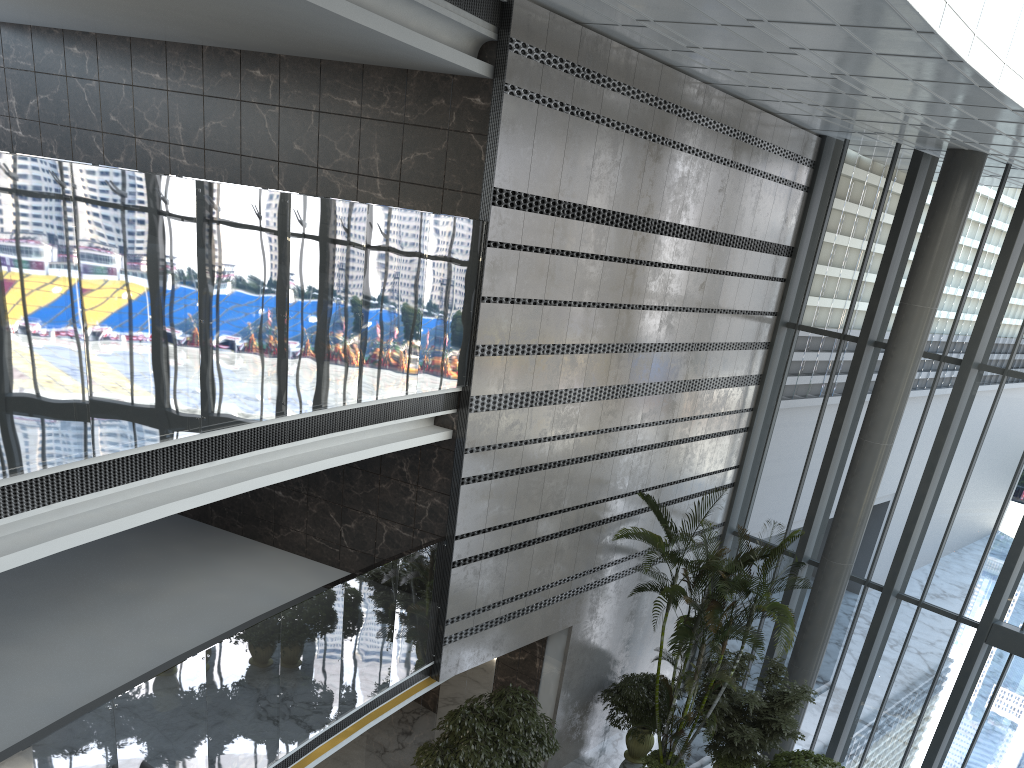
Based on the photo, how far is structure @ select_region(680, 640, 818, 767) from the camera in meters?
10.7 m

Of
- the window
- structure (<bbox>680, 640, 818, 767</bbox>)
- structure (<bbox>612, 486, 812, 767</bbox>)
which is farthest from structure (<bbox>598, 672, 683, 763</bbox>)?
the window

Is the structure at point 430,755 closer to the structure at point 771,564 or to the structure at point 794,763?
the structure at point 771,564

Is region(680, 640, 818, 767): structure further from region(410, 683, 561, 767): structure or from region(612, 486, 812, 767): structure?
region(410, 683, 561, 767): structure

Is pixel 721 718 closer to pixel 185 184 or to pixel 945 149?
pixel 945 149

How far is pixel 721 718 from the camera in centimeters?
1087cm

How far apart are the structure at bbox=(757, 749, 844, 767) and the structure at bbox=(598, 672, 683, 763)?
1.53m

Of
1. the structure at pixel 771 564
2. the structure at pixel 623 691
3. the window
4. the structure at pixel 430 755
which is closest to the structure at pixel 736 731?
the structure at pixel 771 564

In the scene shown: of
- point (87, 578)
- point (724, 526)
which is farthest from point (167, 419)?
point (724, 526)

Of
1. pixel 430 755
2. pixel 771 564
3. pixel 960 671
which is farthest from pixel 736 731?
pixel 430 755
